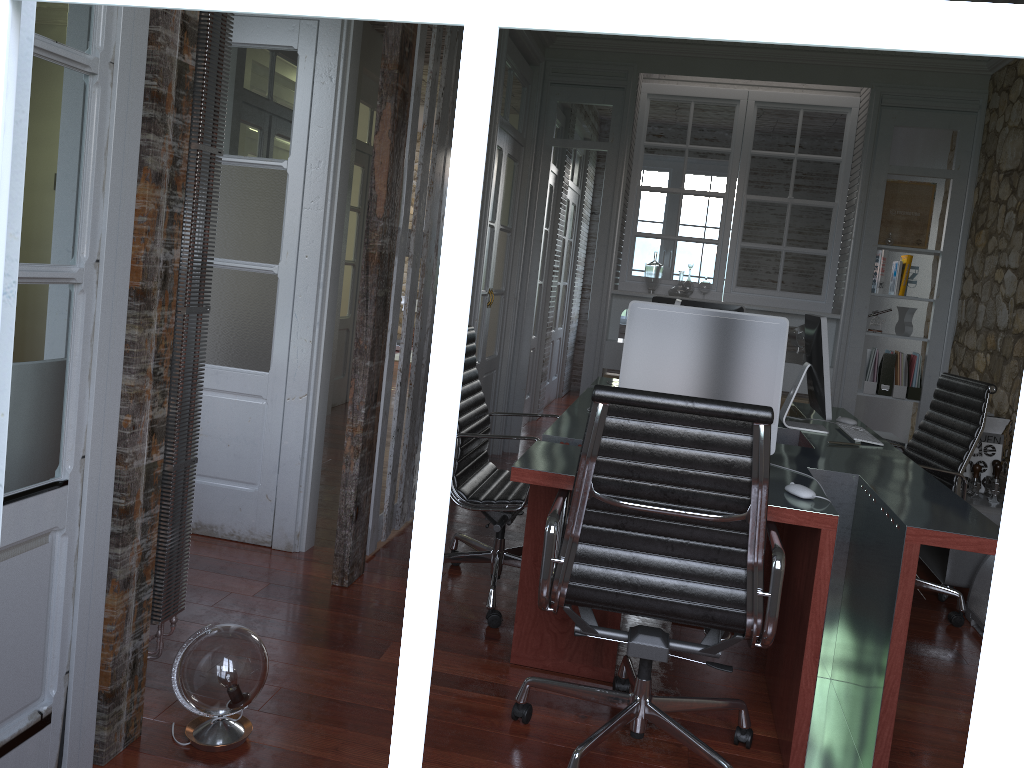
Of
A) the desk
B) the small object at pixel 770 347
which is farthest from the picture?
the small object at pixel 770 347

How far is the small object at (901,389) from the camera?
5.69m

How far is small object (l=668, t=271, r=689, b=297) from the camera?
5.9m

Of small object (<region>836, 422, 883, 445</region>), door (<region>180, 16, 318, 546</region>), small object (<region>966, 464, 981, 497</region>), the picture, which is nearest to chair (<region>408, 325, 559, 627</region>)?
door (<region>180, 16, 318, 546</region>)

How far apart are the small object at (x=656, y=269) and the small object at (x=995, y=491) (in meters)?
2.58

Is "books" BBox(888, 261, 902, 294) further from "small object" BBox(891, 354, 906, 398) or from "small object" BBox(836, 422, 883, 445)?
"small object" BBox(836, 422, 883, 445)

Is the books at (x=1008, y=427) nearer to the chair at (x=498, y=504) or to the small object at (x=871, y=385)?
the small object at (x=871, y=385)

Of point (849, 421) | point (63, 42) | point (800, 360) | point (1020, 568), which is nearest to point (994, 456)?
point (849, 421)

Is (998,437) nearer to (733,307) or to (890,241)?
(733,307)

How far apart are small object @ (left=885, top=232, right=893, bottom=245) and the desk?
1.7 meters
